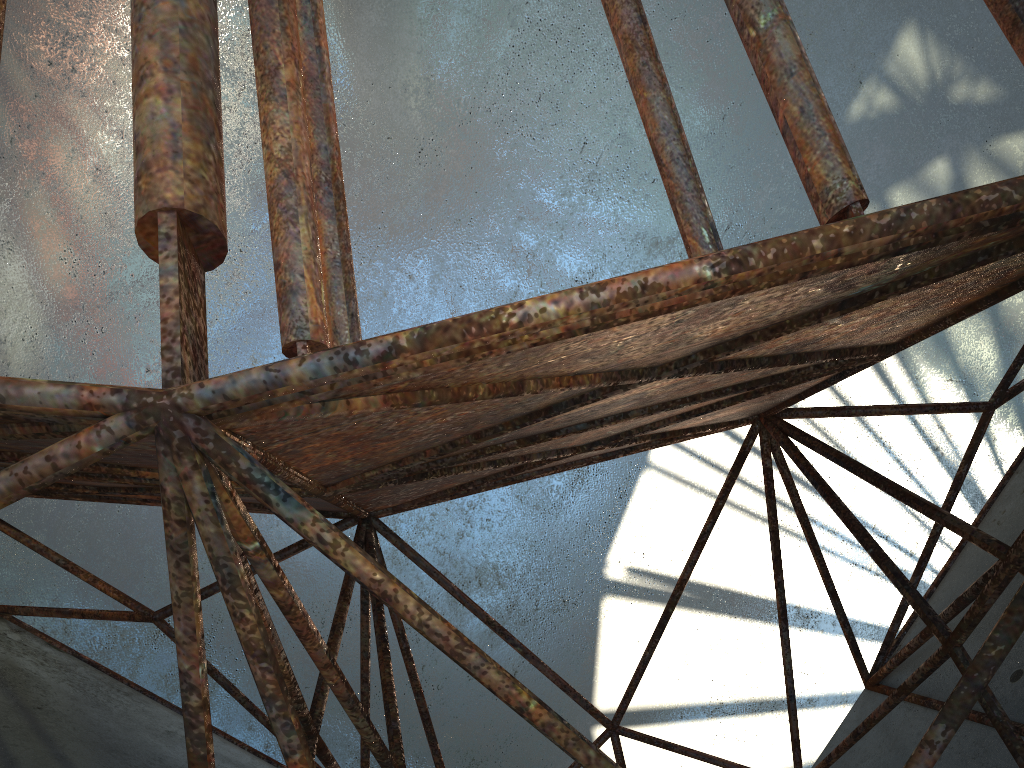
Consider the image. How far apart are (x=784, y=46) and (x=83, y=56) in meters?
18.3 m
